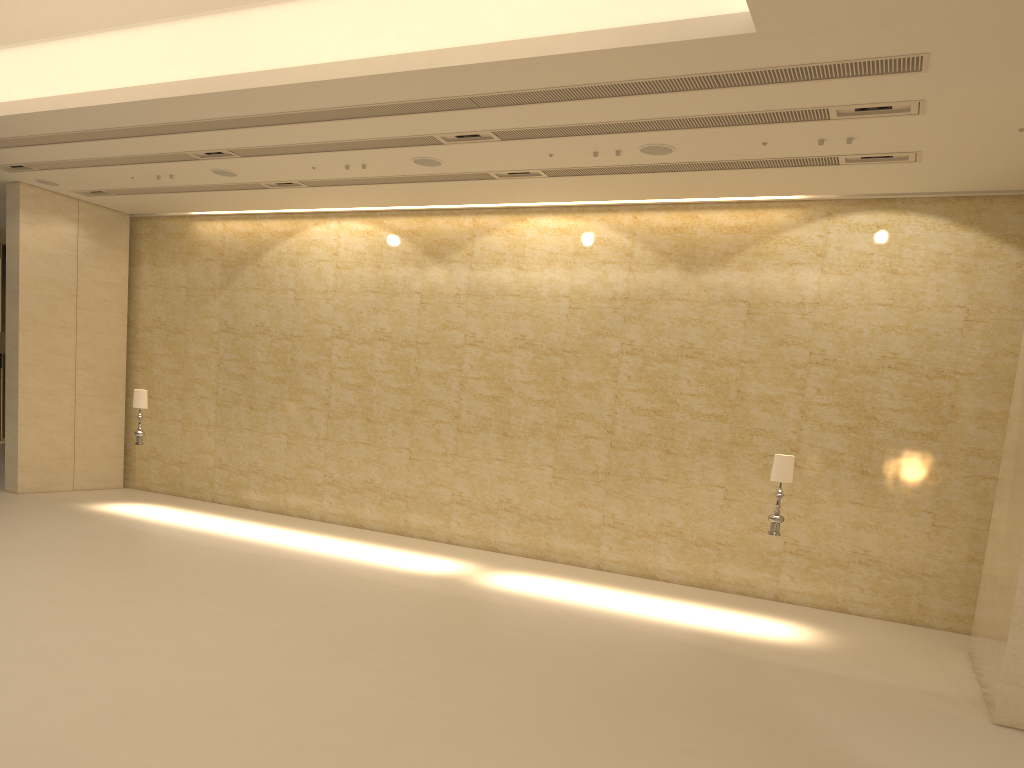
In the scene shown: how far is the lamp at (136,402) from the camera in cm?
1573

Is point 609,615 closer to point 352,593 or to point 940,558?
point 352,593

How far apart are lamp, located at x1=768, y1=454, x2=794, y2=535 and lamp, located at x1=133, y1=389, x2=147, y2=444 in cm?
1102

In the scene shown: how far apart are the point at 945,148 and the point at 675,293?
4.7m

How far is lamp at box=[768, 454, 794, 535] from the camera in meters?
11.2

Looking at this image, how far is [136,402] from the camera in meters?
15.7 m

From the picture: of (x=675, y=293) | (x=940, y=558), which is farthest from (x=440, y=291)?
(x=940, y=558)

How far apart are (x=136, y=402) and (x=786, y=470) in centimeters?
1126cm

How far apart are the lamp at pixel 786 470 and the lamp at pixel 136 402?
11.0 meters

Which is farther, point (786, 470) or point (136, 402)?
point (136, 402)
